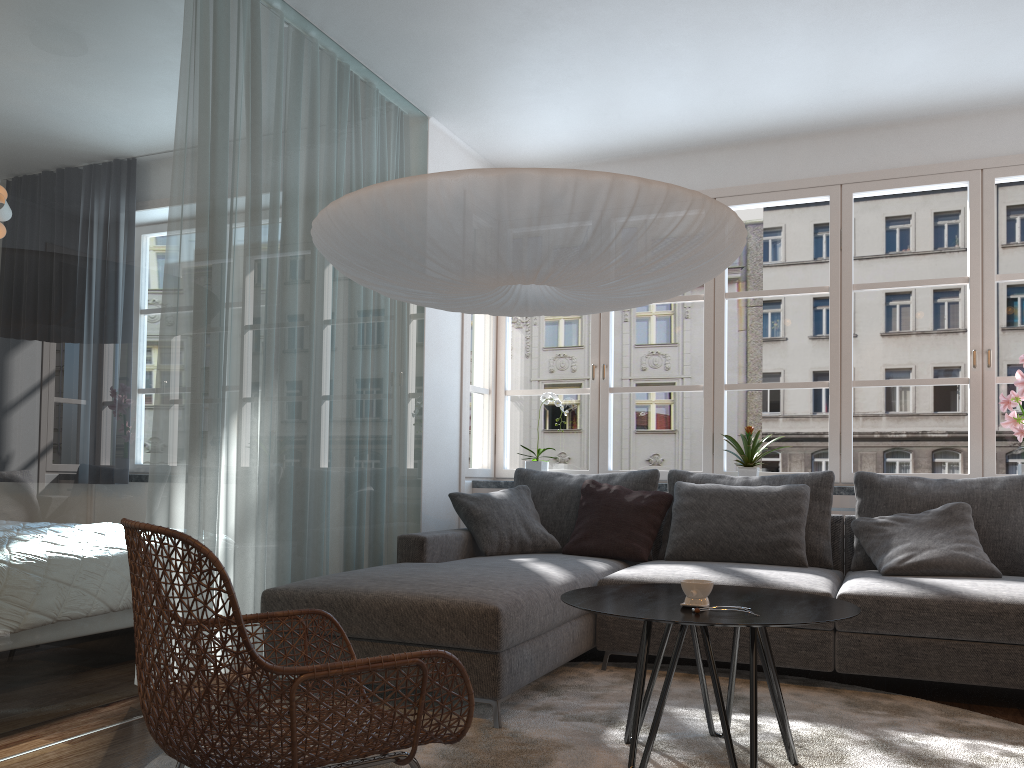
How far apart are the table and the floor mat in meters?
0.0

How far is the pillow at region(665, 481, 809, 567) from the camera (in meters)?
4.06

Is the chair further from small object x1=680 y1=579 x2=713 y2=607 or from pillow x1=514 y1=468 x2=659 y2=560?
pillow x1=514 y1=468 x2=659 y2=560

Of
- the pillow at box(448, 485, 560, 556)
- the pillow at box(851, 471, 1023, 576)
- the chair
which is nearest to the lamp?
the chair

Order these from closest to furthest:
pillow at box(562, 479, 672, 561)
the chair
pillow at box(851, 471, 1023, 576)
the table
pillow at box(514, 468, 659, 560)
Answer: the chair → the table → pillow at box(851, 471, 1023, 576) → pillow at box(562, 479, 672, 561) → pillow at box(514, 468, 659, 560)

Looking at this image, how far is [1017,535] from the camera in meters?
3.8

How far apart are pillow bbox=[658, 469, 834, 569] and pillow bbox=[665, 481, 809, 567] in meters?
0.1

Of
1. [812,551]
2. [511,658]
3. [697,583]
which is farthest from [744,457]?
[697,583]

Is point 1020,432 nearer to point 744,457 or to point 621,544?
point 744,457

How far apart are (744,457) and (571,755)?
2.6m
